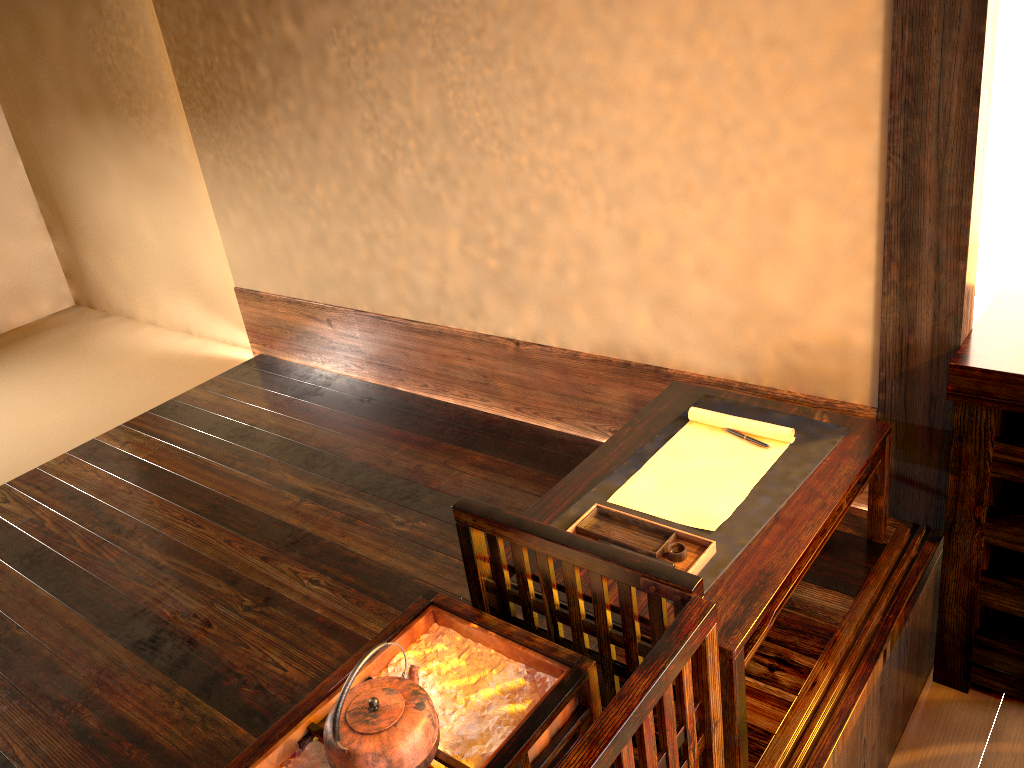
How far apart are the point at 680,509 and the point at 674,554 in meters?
0.2

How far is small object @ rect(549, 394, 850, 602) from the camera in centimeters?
186cm

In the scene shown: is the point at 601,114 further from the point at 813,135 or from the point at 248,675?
the point at 248,675

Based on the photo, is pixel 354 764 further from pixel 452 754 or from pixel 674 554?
pixel 674 554

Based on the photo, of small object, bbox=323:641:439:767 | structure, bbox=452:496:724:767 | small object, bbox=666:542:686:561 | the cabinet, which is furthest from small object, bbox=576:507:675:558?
the cabinet

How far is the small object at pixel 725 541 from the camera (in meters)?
1.86

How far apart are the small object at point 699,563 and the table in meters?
0.0 m

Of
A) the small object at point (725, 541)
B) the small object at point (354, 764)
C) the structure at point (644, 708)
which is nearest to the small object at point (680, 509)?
the small object at point (725, 541)

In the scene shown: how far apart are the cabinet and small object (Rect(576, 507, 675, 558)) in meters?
0.7

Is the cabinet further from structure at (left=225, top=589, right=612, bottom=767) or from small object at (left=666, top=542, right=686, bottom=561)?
structure at (left=225, top=589, right=612, bottom=767)
